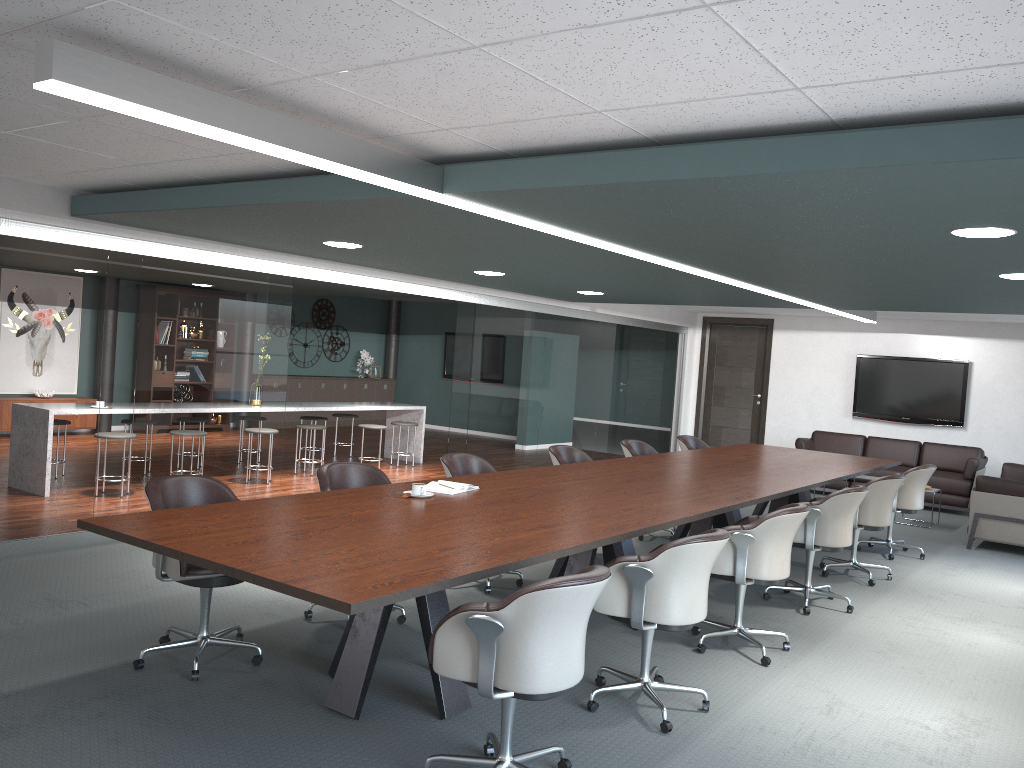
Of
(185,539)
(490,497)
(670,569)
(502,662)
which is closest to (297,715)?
(185,539)

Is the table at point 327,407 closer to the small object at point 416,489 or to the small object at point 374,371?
the small object at point 374,371

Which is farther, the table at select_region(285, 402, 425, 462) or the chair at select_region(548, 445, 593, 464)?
the table at select_region(285, 402, 425, 462)

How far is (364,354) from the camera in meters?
15.3

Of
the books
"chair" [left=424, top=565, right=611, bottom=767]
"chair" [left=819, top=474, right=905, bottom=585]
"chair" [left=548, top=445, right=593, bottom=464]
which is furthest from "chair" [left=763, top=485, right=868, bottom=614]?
"chair" [left=424, top=565, right=611, bottom=767]

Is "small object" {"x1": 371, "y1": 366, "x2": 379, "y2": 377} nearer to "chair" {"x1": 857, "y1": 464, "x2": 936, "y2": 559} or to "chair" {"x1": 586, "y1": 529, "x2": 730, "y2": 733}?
"chair" {"x1": 857, "y1": 464, "x2": 936, "y2": 559}

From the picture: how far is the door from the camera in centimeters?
1230cm

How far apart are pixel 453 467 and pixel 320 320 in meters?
10.0

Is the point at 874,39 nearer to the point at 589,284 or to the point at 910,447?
the point at 589,284

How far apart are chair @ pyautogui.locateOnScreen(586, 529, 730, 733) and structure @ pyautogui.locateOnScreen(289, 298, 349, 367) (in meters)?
11.75
